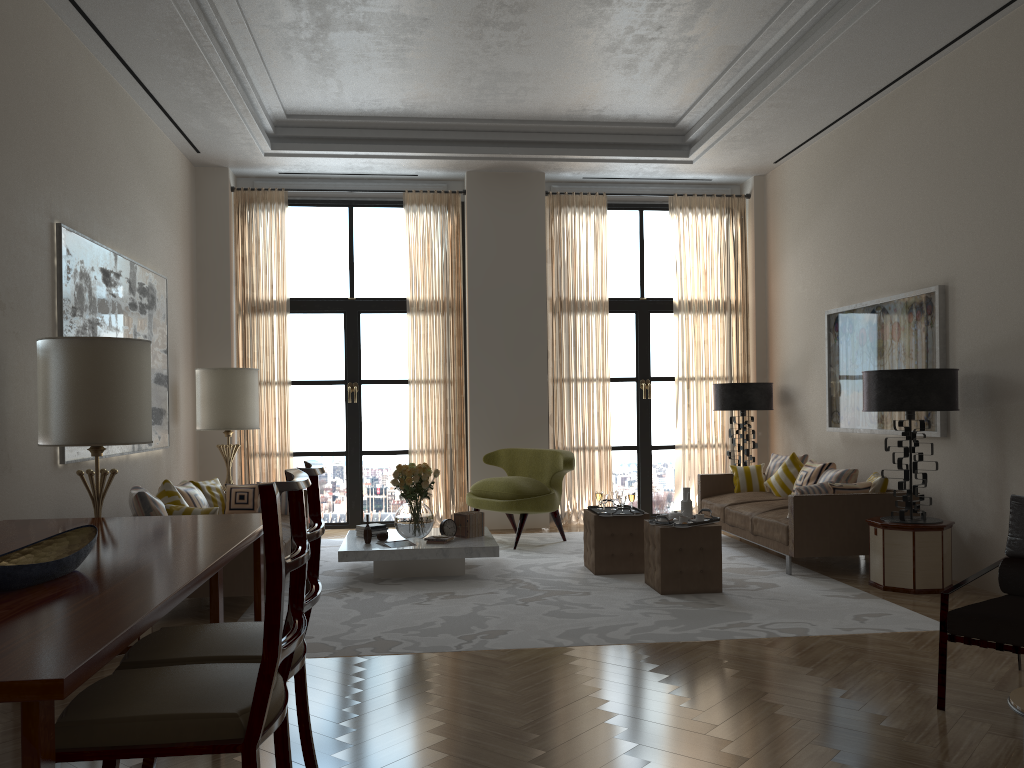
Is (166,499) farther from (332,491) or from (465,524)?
(332,491)

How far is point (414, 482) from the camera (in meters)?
9.18

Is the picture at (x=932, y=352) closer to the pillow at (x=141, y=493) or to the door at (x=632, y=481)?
the door at (x=632, y=481)

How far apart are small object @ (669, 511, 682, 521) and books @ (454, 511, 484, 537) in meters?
2.2 m

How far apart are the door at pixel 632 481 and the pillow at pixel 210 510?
7.18m

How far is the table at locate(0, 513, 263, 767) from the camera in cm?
242

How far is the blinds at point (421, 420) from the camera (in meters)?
12.56

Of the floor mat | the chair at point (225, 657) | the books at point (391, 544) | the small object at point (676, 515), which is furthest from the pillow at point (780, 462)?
the chair at point (225, 657)

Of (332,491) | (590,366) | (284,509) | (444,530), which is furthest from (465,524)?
(590,366)

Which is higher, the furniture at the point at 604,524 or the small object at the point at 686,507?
the small object at the point at 686,507
